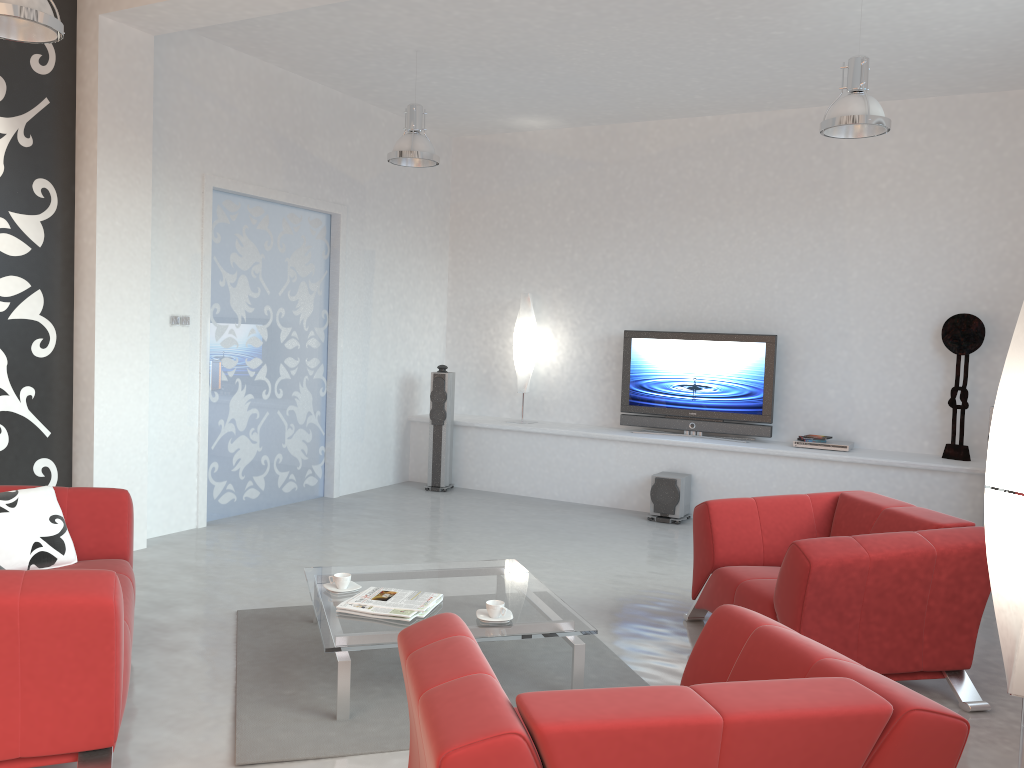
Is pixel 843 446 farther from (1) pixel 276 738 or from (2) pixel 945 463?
(1) pixel 276 738

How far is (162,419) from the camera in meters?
6.1

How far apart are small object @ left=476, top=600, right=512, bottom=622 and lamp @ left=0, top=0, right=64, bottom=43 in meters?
3.0 m

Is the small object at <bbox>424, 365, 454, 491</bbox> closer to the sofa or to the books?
Answer: the sofa

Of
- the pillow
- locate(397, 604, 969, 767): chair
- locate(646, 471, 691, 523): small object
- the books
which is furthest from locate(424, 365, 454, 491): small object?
locate(397, 604, 969, 767): chair

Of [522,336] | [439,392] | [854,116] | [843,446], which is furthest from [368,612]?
[522,336]

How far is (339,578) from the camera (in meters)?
4.01

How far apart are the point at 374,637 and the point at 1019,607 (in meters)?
2.23

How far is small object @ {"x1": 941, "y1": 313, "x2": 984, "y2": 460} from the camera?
6.7 meters

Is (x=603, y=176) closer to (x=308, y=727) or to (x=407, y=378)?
(x=407, y=378)
